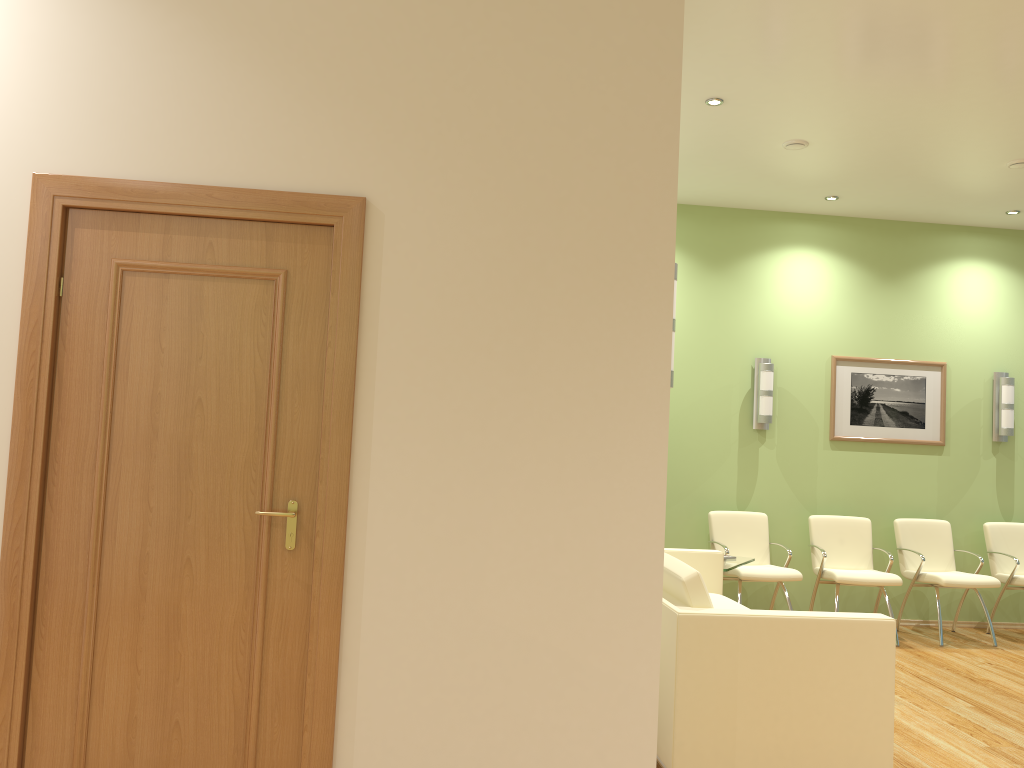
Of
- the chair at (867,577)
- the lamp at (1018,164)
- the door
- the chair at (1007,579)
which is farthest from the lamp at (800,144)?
the door

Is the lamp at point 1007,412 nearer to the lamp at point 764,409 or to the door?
the lamp at point 764,409

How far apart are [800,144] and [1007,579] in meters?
3.8

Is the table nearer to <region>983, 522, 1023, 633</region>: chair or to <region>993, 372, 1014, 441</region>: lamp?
<region>983, 522, 1023, 633</region>: chair

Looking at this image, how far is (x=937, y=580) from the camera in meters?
6.6 m

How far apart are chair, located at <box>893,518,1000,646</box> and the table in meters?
1.6 m

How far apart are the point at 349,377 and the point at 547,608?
0.98m

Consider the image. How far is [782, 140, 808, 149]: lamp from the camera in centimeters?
568cm

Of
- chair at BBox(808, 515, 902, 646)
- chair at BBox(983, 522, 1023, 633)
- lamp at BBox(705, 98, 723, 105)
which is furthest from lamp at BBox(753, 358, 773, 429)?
lamp at BBox(705, 98, 723, 105)

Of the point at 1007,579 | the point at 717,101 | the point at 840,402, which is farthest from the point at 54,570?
the point at 1007,579
